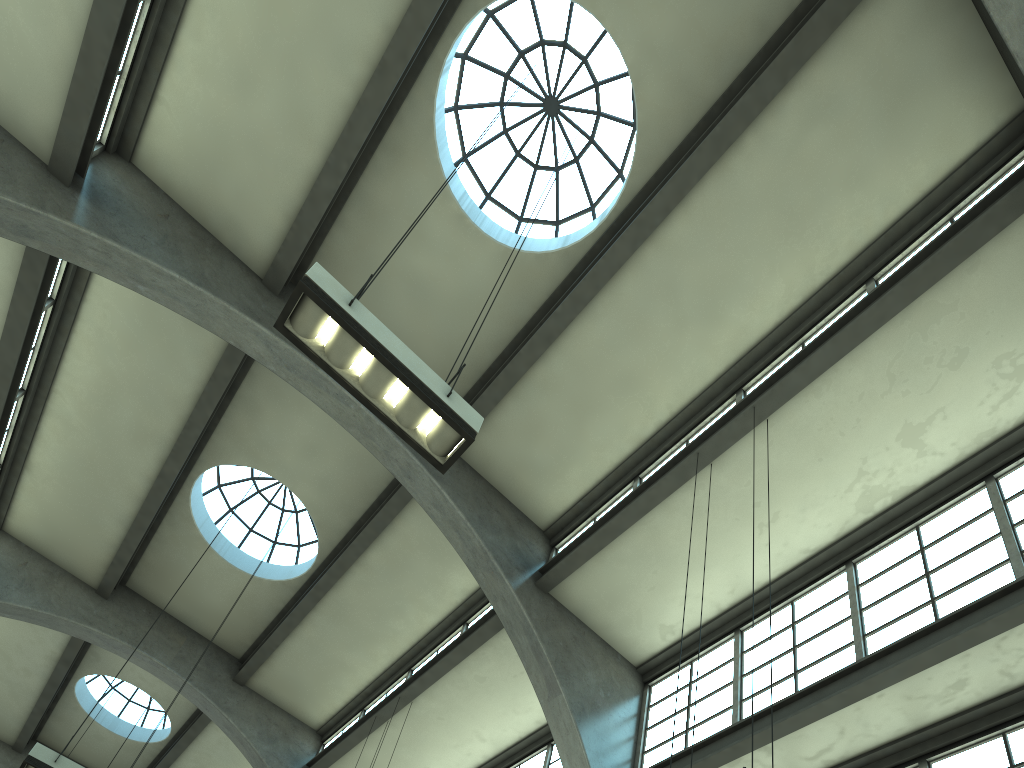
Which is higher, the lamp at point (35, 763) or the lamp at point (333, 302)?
the lamp at point (35, 763)

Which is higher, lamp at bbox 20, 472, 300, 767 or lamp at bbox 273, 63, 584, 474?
lamp at bbox 20, 472, 300, 767

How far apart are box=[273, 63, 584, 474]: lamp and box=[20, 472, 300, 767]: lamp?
7.27m

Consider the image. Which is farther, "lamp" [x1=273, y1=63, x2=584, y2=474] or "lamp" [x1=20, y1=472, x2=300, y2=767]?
"lamp" [x1=20, y1=472, x2=300, y2=767]

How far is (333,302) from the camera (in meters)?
6.17

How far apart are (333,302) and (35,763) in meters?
7.7 m

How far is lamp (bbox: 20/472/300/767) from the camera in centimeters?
998cm

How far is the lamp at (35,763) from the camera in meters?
10.0 m

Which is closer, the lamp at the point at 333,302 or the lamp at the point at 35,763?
the lamp at the point at 333,302

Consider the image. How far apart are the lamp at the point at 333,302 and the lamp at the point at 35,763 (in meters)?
7.27
